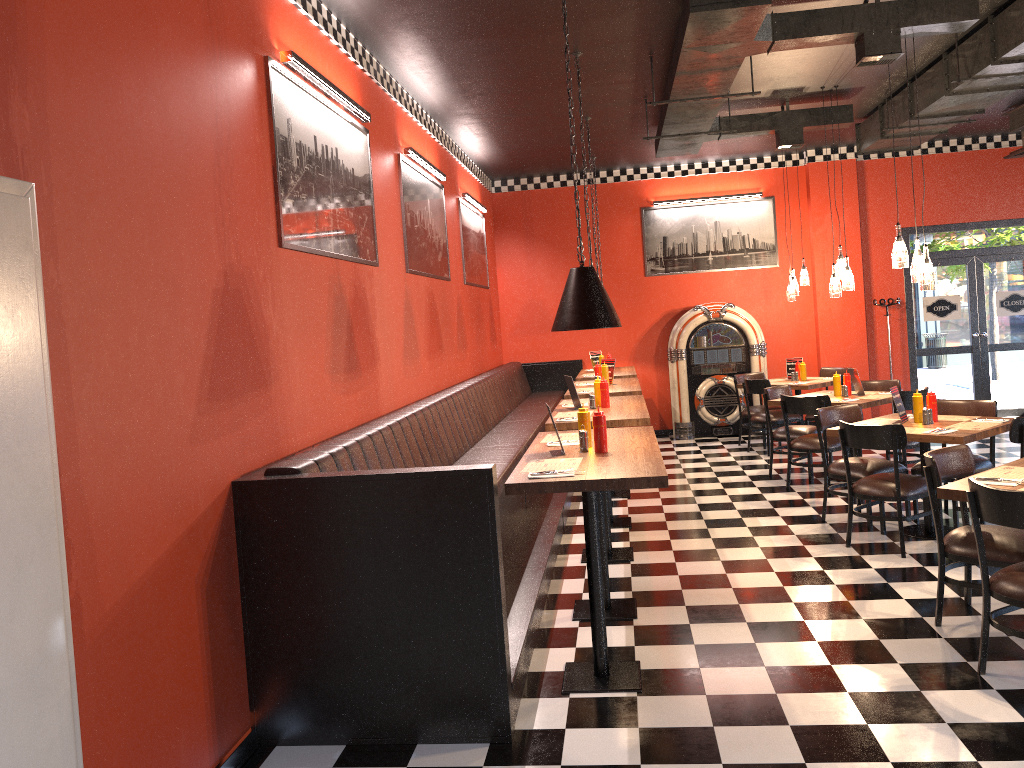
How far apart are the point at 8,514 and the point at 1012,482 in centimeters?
410cm

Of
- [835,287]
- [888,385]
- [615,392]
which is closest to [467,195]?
[615,392]

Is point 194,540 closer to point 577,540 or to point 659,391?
point 577,540

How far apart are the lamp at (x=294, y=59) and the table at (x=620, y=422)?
2.33m

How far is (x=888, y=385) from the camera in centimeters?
873cm

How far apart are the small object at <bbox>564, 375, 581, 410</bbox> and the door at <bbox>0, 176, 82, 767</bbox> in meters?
4.5 m

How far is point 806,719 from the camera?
3.6 meters

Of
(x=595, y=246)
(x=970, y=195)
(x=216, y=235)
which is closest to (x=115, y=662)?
(x=216, y=235)

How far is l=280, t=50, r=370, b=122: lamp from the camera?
4.5m

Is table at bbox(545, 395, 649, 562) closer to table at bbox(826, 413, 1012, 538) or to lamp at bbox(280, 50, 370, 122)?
table at bbox(826, 413, 1012, 538)
